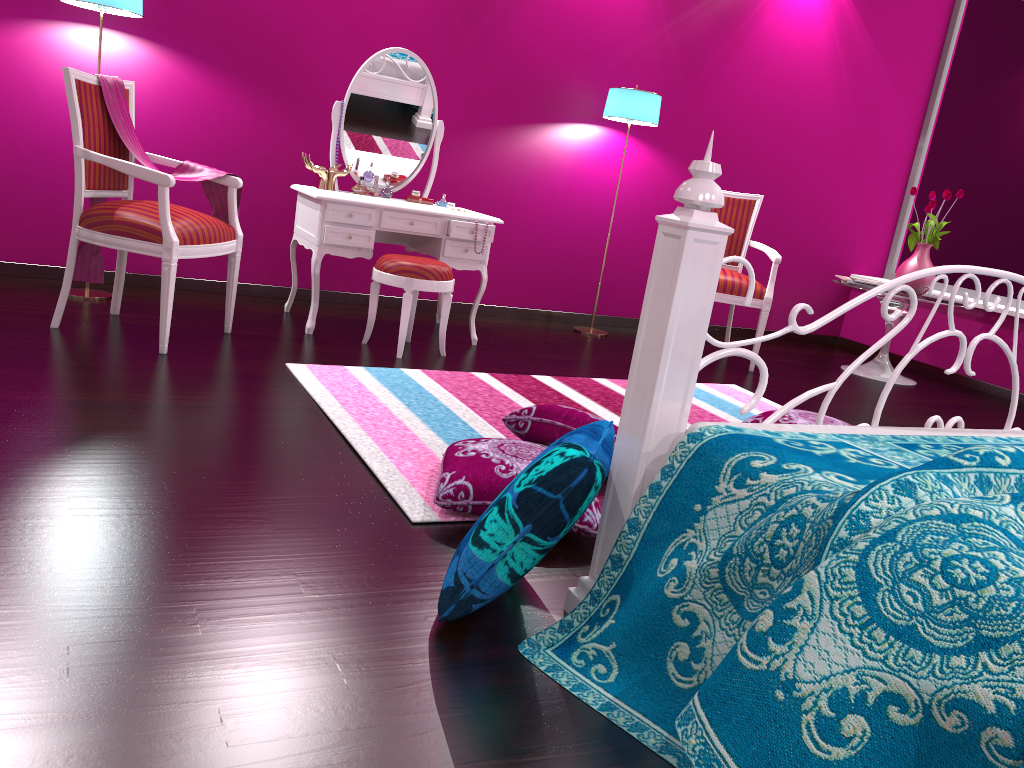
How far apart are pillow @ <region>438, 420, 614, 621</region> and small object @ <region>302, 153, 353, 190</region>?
2.58m

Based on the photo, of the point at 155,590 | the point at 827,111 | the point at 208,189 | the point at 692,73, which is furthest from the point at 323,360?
the point at 827,111

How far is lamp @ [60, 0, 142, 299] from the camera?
3.4m

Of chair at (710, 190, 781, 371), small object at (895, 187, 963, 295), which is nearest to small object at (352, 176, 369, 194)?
chair at (710, 190, 781, 371)

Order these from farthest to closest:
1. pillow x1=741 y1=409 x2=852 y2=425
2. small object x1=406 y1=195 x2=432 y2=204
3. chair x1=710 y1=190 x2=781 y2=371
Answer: chair x1=710 y1=190 x2=781 y2=371 → small object x1=406 y1=195 x2=432 y2=204 → pillow x1=741 y1=409 x2=852 y2=425

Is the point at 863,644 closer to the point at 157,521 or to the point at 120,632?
the point at 120,632

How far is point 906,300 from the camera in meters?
5.0

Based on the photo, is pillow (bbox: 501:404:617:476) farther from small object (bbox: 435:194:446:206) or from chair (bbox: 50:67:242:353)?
small object (bbox: 435:194:446:206)

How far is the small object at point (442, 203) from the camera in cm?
420

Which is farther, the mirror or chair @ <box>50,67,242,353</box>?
the mirror
